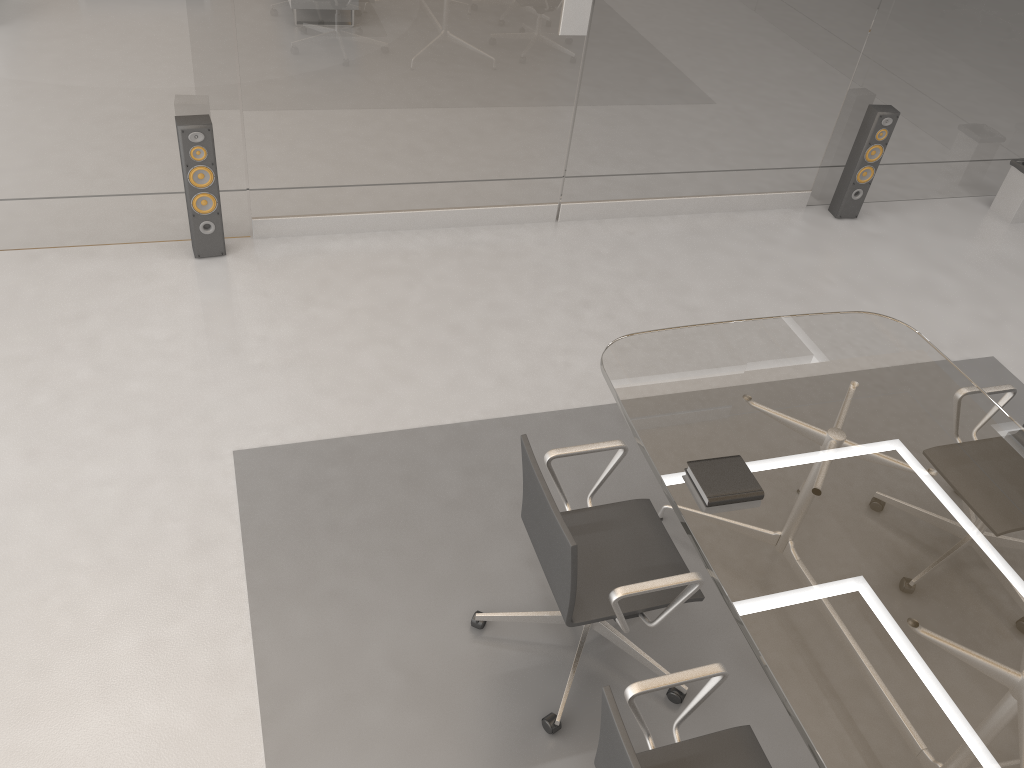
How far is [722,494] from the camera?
2.6 meters

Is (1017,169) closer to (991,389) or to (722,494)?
(991,389)

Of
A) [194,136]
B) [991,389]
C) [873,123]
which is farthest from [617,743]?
[873,123]

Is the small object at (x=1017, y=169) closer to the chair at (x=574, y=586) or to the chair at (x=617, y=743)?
the chair at (x=574, y=586)

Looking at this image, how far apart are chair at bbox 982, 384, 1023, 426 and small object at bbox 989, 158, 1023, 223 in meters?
3.0 m

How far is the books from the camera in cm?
255

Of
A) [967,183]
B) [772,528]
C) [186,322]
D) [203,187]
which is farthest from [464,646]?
[967,183]

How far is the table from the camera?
2.13m

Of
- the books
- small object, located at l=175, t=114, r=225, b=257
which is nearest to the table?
Answer: the books

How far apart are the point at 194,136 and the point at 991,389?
3.51m
